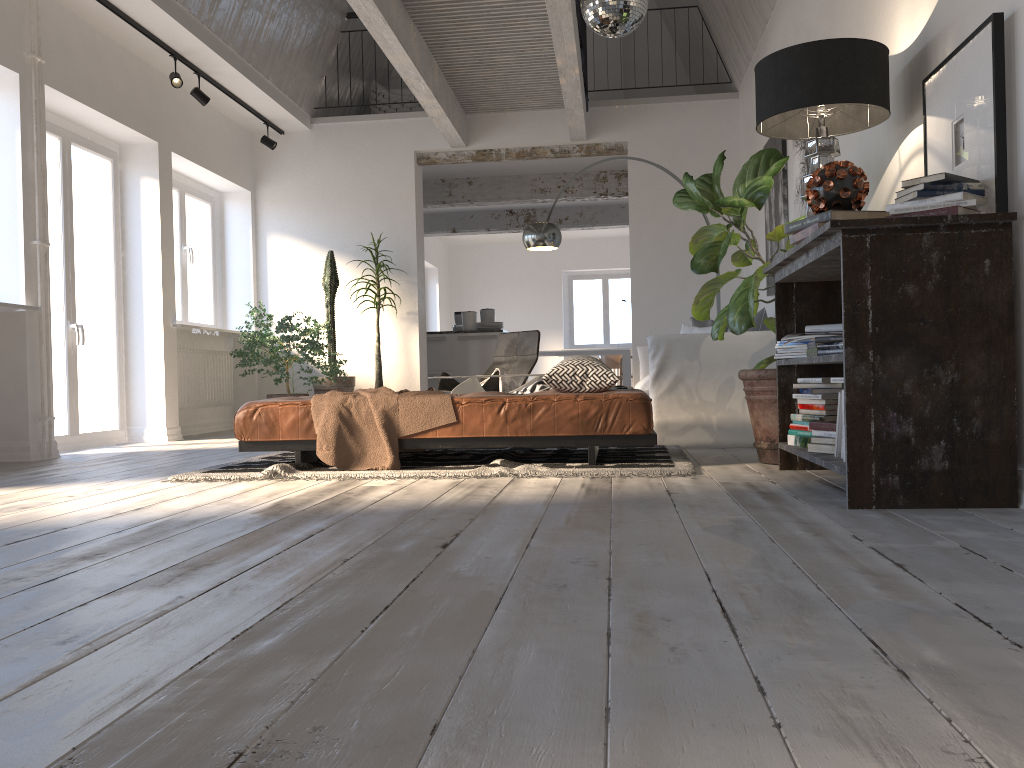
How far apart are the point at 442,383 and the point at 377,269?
1.61m

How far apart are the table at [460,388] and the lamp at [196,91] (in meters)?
3.17

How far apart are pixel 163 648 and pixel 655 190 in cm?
765

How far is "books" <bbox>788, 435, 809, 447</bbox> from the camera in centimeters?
358cm

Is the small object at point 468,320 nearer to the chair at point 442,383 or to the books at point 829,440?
the chair at point 442,383

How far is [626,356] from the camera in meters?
13.4 m

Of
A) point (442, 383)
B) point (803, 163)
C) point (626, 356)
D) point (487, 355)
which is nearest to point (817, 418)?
point (803, 163)

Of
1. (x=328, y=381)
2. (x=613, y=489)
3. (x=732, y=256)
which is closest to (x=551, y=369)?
(x=613, y=489)

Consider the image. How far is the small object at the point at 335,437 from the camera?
4.1 meters

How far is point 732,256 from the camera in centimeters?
452cm
